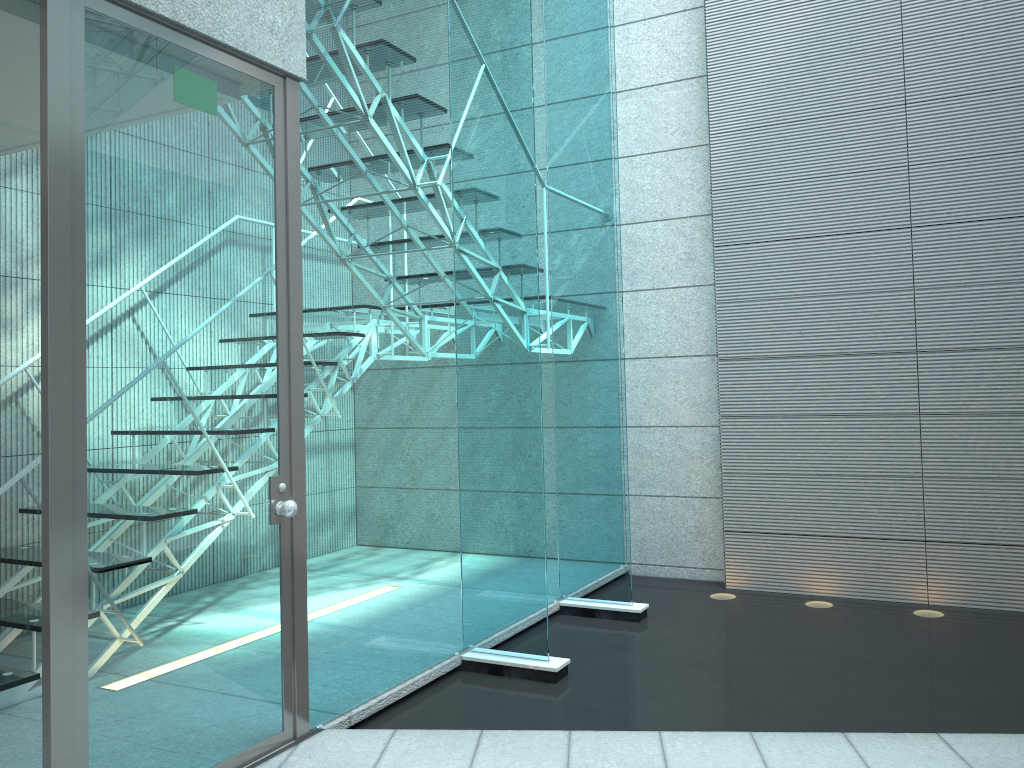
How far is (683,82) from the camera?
5.1m

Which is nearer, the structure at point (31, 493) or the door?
the door

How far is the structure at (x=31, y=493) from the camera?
3.04m

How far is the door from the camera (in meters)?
2.05

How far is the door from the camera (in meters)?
2.05

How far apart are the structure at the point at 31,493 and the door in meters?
1.0

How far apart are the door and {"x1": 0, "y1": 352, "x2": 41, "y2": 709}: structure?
1.0m

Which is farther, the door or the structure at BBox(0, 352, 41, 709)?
the structure at BBox(0, 352, 41, 709)

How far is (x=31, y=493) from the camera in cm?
304
